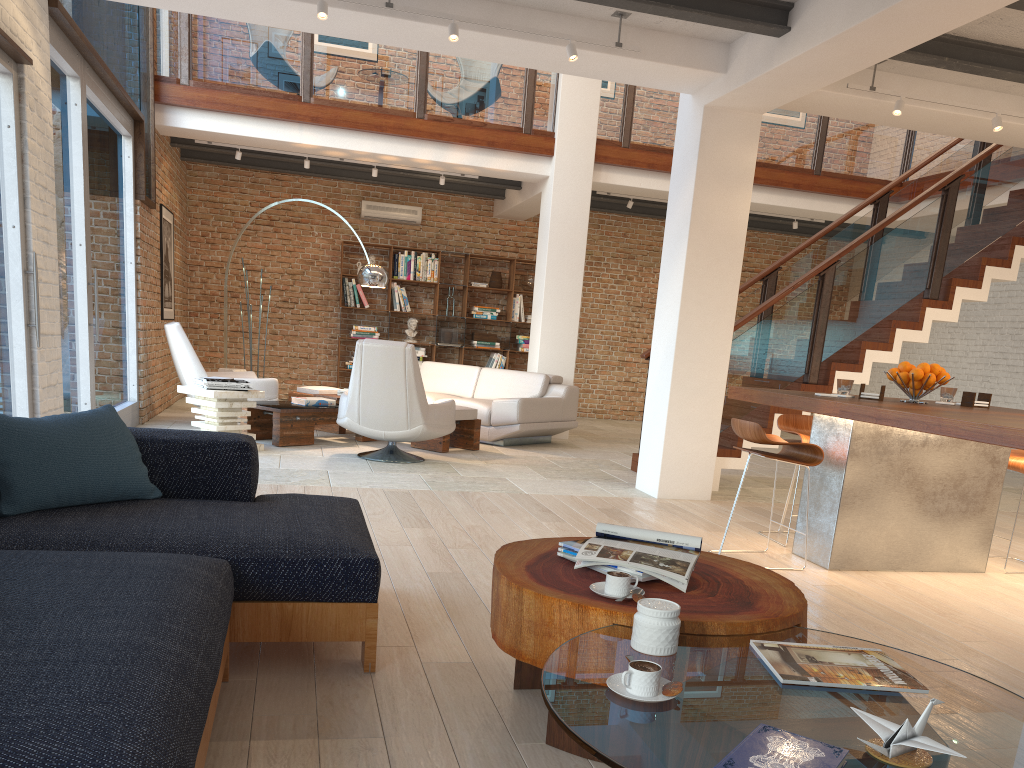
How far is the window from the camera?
4.84m

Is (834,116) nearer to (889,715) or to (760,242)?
(889,715)

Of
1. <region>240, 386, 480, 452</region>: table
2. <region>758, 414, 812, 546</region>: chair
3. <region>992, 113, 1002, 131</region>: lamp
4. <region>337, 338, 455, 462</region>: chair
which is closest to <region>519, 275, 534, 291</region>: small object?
<region>240, 386, 480, 452</region>: table

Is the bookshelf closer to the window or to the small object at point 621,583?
the window

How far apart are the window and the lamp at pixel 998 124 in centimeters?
640cm

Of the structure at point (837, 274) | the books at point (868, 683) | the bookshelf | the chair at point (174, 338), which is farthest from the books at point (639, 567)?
the bookshelf

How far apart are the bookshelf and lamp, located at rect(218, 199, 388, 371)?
3.41m

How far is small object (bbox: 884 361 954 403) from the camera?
4.76m

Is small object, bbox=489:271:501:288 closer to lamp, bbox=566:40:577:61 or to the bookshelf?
the bookshelf

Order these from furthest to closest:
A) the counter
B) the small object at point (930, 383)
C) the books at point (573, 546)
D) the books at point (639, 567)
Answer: the small object at point (930, 383)
the counter
the books at point (573, 546)
the books at point (639, 567)
